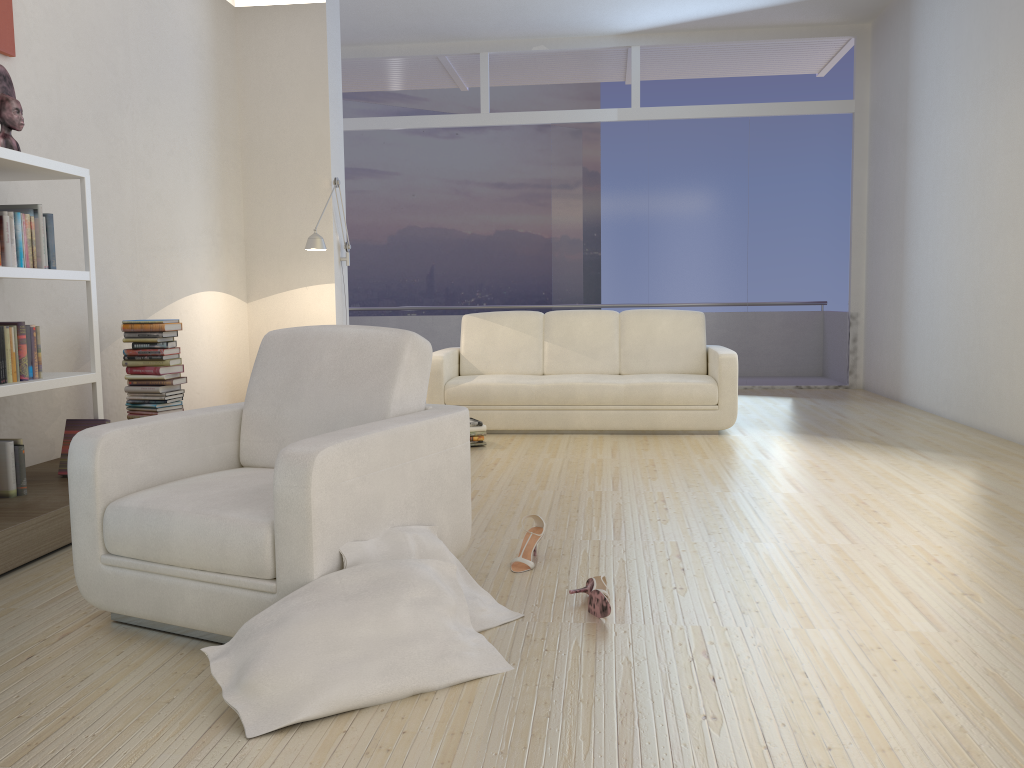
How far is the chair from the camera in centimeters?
231cm

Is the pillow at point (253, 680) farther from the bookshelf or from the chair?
the bookshelf

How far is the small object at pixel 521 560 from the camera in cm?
310

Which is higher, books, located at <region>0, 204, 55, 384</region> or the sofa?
books, located at <region>0, 204, 55, 384</region>

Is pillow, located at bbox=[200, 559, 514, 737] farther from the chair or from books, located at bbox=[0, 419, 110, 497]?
books, located at bbox=[0, 419, 110, 497]

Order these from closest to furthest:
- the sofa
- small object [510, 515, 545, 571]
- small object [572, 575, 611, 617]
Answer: small object [572, 575, 611, 617] < small object [510, 515, 545, 571] < the sofa

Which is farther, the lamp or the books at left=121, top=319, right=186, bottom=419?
the lamp

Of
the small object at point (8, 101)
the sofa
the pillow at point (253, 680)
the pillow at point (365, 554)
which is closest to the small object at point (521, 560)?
the pillow at point (365, 554)

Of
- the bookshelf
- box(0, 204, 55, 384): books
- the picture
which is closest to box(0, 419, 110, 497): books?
the bookshelf

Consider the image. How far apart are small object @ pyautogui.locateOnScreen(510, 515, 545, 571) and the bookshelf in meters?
2.1
